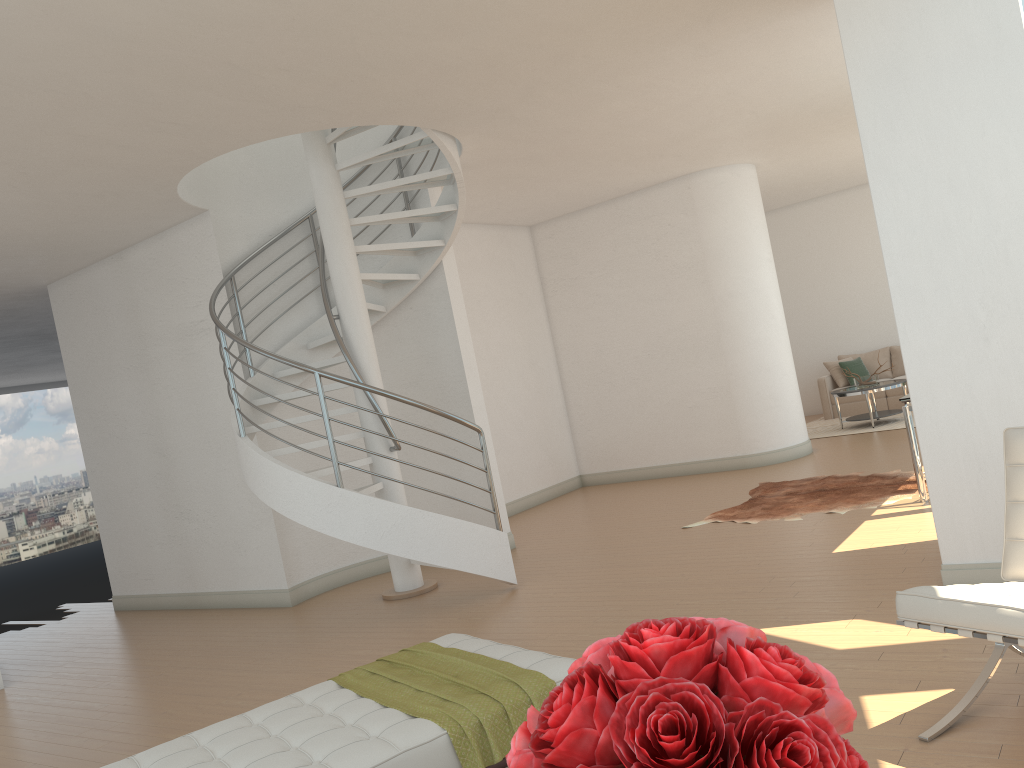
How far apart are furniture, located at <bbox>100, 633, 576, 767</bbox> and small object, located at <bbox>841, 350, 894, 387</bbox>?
9.36m

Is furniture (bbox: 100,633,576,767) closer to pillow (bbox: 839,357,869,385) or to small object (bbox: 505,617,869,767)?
small object (bbox: 505,617,869,767)

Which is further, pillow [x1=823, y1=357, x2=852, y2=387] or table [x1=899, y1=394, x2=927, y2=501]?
pillow [x1=823, y1=357, x2=852, y2=387]

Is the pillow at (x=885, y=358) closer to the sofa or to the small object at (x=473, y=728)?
the sofa

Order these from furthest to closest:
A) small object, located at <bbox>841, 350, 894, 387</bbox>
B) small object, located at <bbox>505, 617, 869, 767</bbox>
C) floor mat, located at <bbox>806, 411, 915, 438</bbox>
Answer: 1. small object, located at <bbox>841, 350, 894, 387</bbox>
2. floor mat, located at <bbox>806, 411, 915, 438</bbox>
3. small object, located at <bbox>505, 617, 869, 767</bbox>

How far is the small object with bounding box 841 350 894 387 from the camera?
11.5 meters

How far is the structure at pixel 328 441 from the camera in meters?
6.0

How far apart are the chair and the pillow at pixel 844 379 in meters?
10.3 m

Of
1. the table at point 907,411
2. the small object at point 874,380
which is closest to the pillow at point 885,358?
the small object at point 874,380

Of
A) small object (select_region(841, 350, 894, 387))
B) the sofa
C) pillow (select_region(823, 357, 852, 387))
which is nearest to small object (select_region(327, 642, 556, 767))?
small object (select_region(841, 350, 894, 387))
